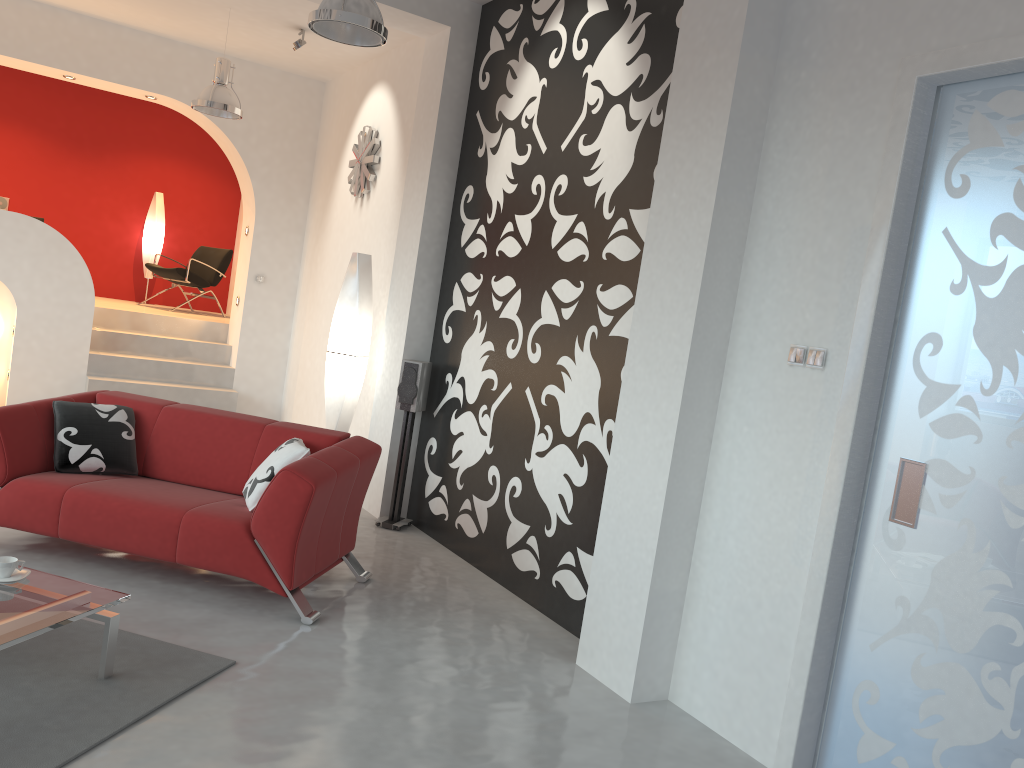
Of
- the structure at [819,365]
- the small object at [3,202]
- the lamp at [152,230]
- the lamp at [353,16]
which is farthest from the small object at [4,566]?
the lamp at [152,230]

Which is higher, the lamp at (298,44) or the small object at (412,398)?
the lamp at (298,44)

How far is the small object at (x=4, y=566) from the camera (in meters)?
3.09

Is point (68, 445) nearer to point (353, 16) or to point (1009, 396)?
point (353, 16)

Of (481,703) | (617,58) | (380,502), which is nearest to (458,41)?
(617,58)

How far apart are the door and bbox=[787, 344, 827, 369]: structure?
0.13m

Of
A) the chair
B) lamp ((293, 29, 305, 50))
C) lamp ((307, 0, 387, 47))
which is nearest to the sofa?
lamp ((307, 0, 387, 47))

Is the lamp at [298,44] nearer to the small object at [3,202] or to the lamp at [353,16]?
the lamp at [353,16]

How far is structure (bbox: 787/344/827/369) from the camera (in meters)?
3.19

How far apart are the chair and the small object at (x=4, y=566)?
7.12m
